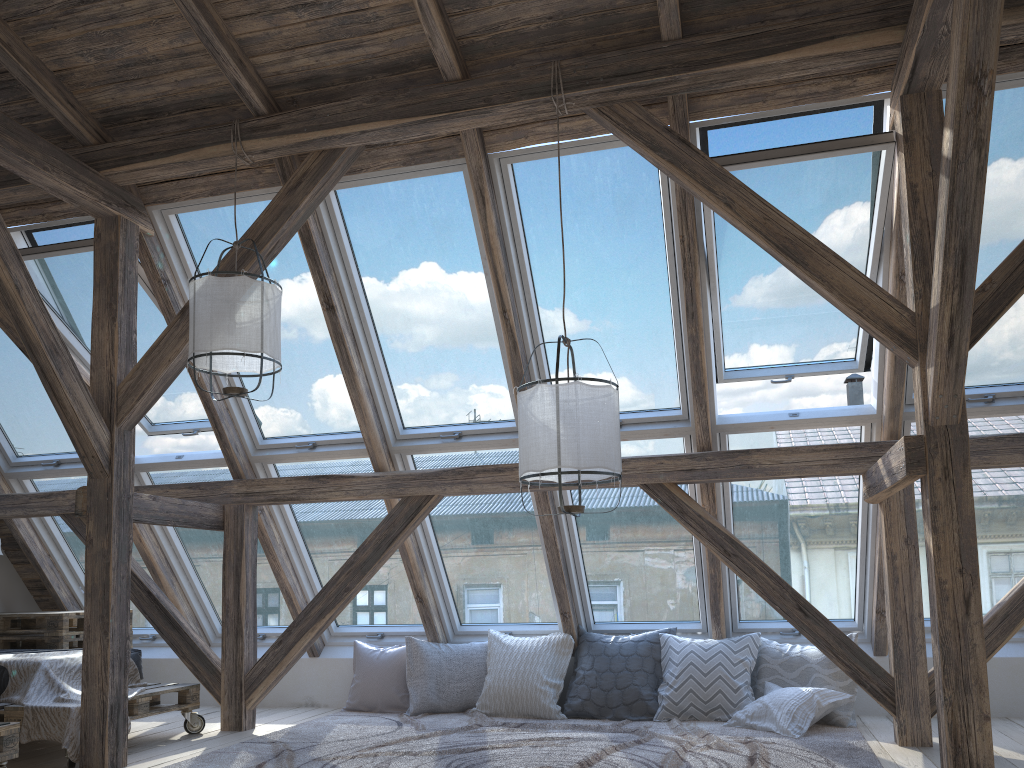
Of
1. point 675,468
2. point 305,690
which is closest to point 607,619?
point 675,468

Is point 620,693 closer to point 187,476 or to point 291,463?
point 291,463

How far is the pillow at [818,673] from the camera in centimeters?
474cm

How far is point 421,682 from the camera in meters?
5.4

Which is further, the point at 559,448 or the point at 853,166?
the point at 853,166

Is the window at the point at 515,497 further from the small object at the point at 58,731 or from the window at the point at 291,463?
the small object at the point at 58,731

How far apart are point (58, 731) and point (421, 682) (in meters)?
2.08

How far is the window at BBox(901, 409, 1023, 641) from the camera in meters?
4.5

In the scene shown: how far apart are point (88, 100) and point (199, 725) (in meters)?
3.33

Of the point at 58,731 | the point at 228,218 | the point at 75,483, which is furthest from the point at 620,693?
the point at 75,483
